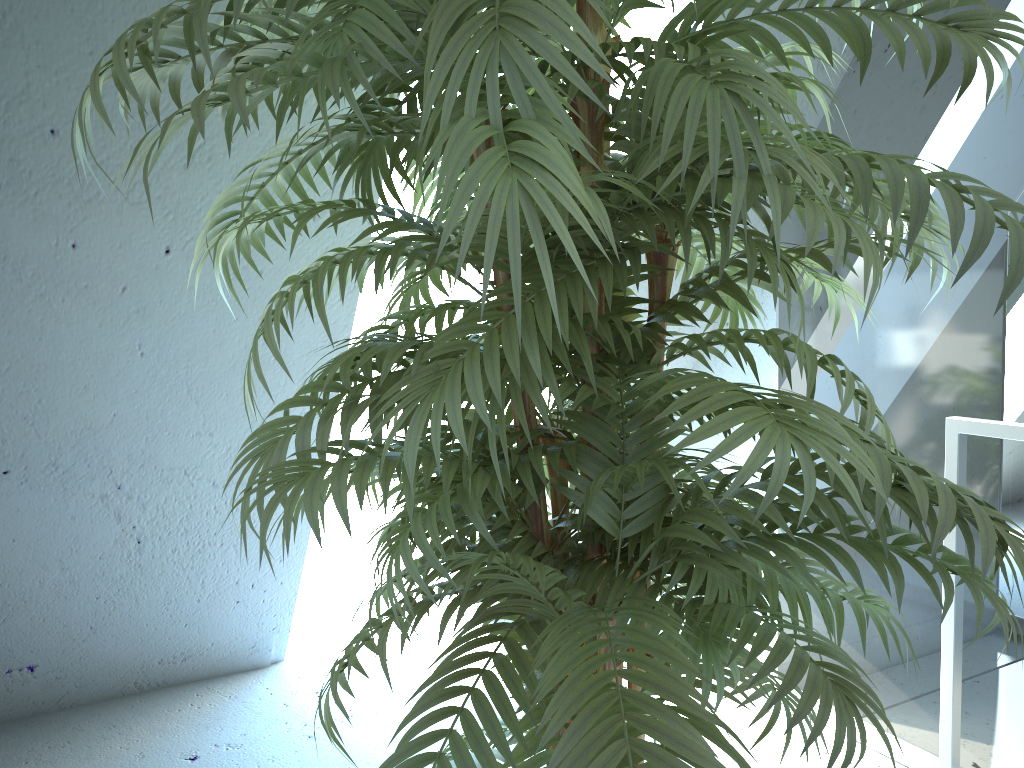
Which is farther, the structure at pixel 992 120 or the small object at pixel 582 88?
the structure at pixel 992 120

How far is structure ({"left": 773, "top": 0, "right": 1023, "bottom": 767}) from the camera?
1.8 meters

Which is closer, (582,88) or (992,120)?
(582,88)

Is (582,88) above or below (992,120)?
below

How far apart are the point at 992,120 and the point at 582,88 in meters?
1.5

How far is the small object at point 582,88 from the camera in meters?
0.7 m

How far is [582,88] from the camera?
0.7m

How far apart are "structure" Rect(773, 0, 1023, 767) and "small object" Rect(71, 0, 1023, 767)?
0.6 meters

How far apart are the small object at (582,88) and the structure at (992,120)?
0.6m

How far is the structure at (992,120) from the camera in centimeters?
181cm
